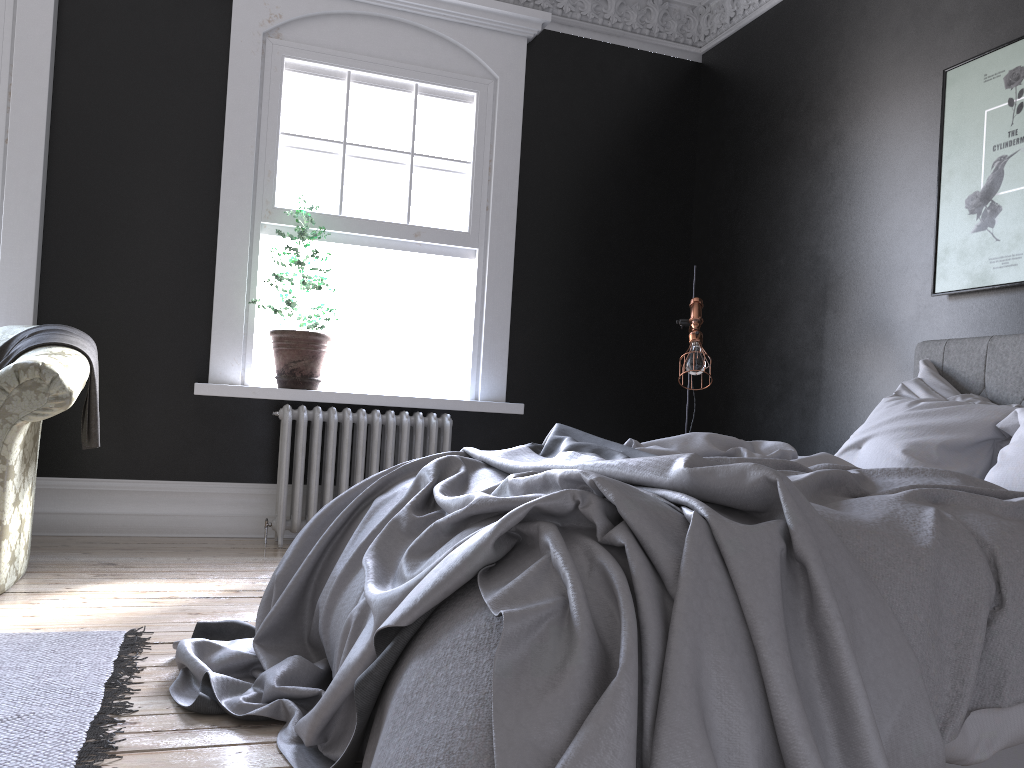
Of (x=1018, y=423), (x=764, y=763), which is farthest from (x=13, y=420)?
(x=1018, y=423)

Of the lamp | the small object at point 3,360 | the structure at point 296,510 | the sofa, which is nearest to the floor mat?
the sofa

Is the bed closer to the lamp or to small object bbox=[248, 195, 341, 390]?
the lamp

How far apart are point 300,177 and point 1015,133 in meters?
3.8

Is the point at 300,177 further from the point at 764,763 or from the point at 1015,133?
the point at 764,763

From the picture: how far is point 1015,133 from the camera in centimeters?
383cm

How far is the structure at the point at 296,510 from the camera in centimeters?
510cm

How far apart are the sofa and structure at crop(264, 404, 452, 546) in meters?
A: 1.4 m

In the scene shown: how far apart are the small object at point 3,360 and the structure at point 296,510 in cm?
120

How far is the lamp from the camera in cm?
469
